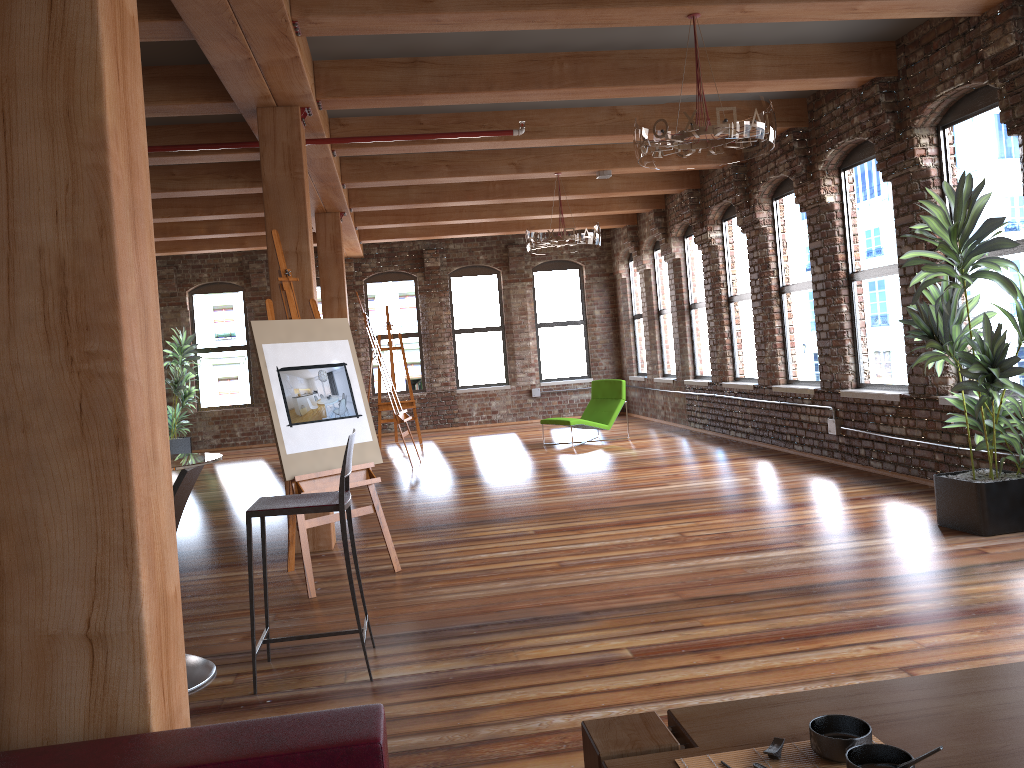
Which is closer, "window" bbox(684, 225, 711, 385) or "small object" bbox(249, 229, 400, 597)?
"small object" bbox(249, 229, 400, 597)

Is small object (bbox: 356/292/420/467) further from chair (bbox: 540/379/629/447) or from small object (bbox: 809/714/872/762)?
small object (bbox: 809/714/872/762)

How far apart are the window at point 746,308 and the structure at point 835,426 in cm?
194

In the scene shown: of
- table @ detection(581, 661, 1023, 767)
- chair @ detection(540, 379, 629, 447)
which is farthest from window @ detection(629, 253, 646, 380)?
table @ detection(581, 661, 1023, 767)

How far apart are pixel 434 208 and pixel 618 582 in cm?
819

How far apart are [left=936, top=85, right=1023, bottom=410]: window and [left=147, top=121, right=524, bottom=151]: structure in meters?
3.4

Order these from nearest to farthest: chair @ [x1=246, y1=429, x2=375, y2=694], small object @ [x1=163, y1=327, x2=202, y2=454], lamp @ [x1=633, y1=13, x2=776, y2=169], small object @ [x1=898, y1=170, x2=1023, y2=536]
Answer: chair @ [x1=246, y1=429, x2=375, y2=694]
lamp @ [x1=633, y1=13, x2=776, y2=169]
small object @ [x1=898, y1=170, x2=1023, y2=536]
small object @ [x1=163, y1=327, x2=202, y2=454]

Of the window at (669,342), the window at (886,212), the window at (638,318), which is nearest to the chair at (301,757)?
the window at (886,212)

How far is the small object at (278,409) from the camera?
5.09m

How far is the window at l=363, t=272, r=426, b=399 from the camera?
15.4m
